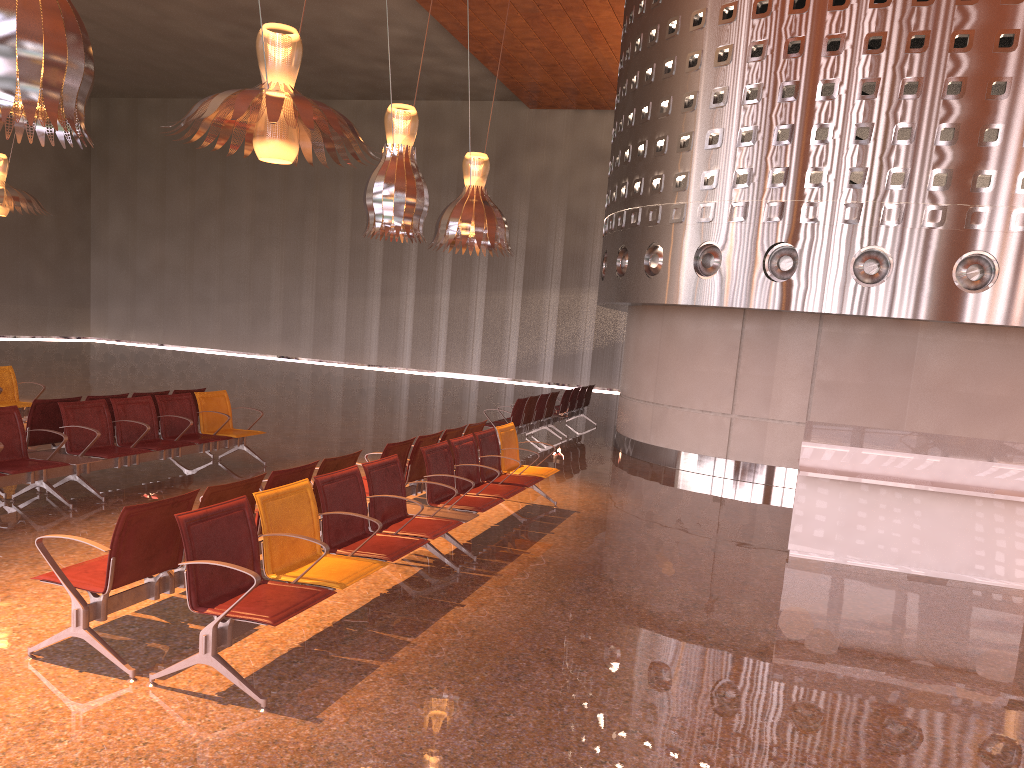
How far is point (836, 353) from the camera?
11.7 meters
